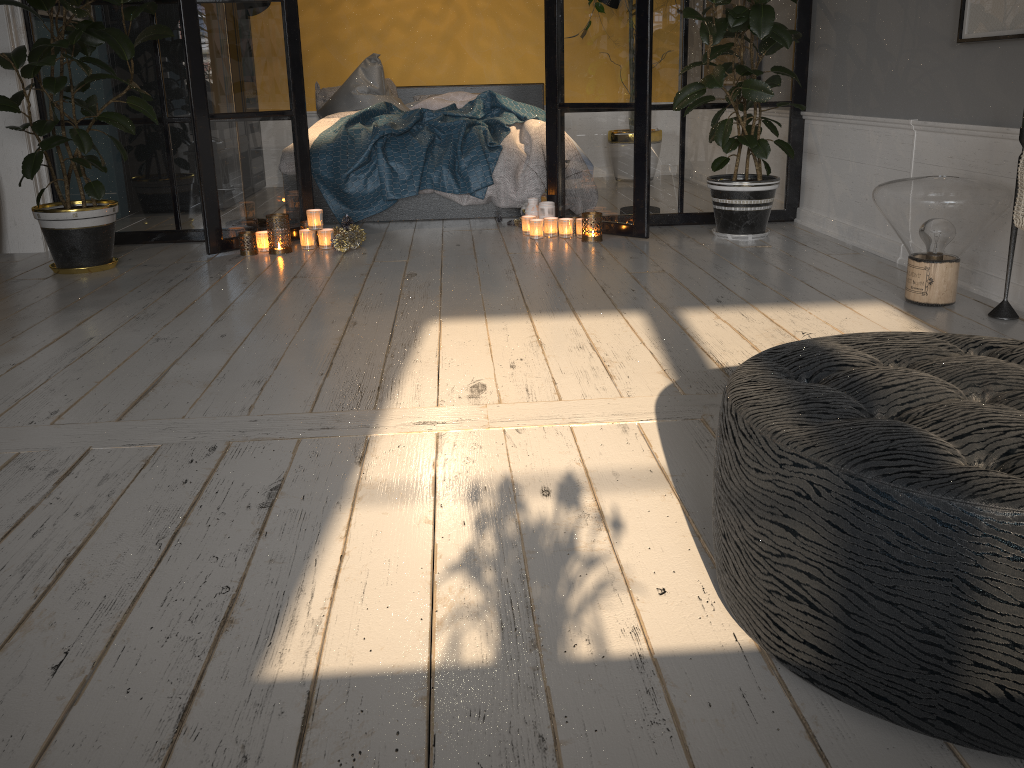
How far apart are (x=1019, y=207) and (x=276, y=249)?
3.1m

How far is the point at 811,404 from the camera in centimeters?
123cm

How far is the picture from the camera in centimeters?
290cm

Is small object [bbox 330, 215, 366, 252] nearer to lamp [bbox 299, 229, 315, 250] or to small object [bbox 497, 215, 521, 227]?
lamp [bbox 299, 229, 315, 250]

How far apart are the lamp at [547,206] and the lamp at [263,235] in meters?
1.4 m

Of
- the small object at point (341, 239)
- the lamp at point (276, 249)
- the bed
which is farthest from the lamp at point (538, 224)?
the lamp at point (276, 249)

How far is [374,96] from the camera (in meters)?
6.08

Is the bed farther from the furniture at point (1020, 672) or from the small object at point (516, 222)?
the furniture at point (1020, 672)

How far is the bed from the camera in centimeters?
500cm

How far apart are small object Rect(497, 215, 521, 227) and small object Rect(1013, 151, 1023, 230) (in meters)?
2.80
